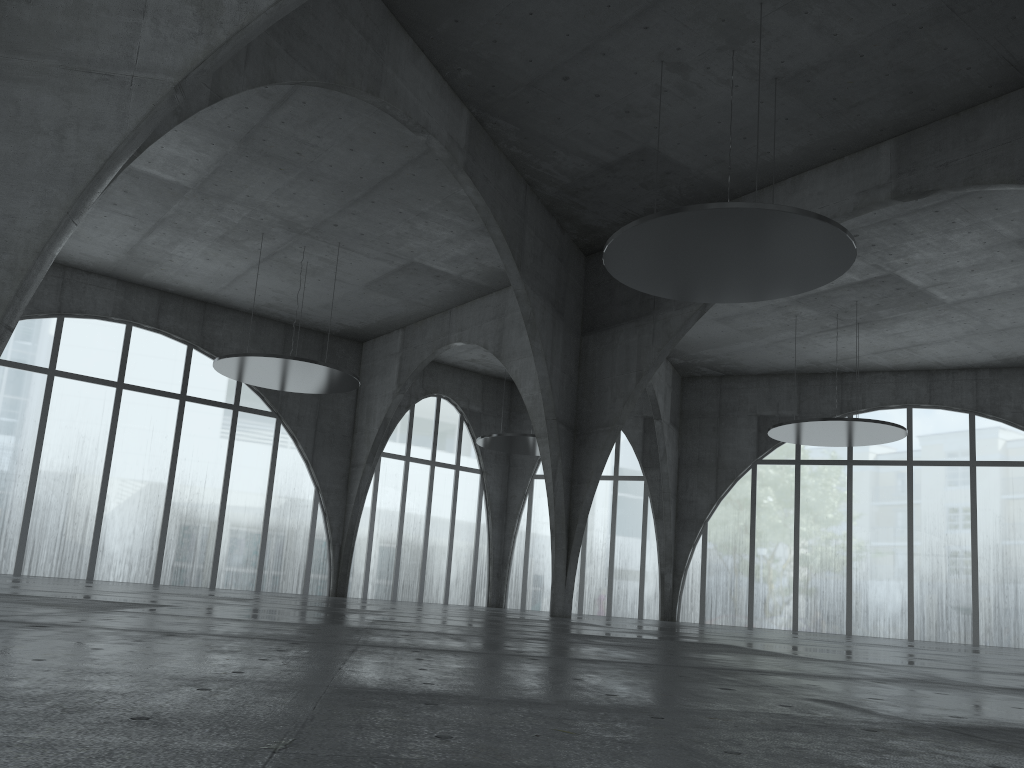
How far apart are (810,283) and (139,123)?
28.1m
